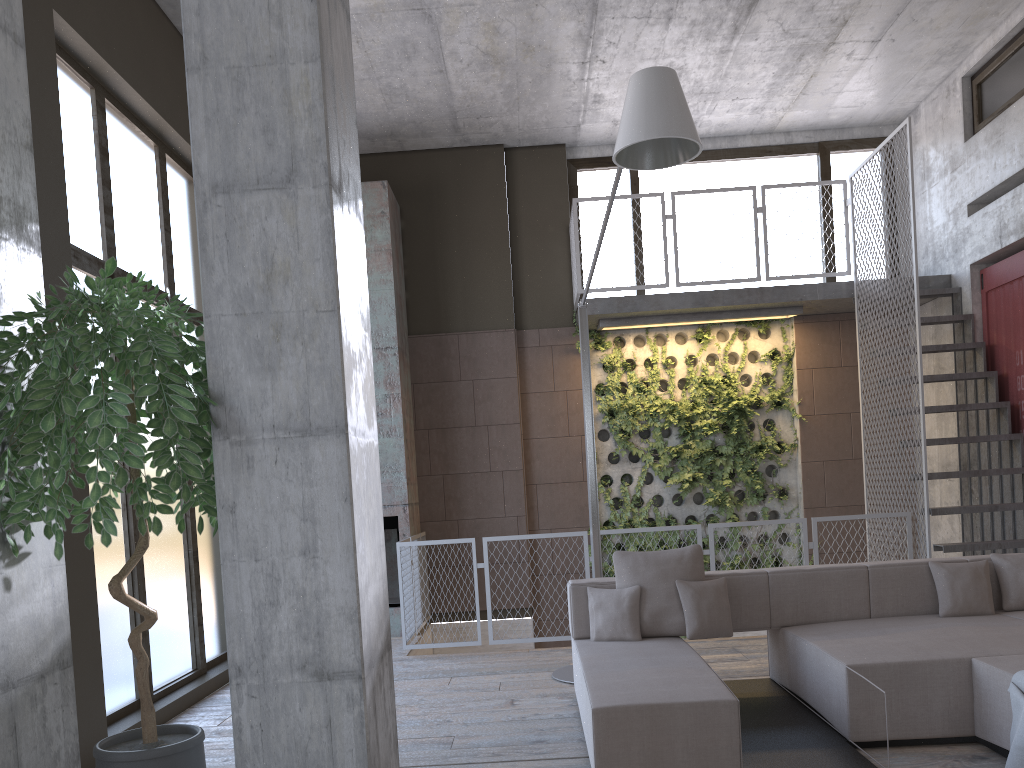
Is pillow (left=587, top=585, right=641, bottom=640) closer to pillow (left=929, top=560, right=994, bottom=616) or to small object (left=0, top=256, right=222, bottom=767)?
pillow (left=929, top=560, right=994, bottom=616)

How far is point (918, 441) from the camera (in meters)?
7.37

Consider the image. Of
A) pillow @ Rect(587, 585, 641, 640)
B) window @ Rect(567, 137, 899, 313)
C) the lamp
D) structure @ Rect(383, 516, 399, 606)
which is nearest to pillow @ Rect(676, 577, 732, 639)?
pillow @ Rect(587, 585, 641, 640)

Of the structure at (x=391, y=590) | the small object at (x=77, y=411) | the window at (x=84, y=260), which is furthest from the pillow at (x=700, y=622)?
the structure at (x=391, y=590)

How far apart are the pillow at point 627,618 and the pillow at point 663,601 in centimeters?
4cm

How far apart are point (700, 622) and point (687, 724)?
1.35m

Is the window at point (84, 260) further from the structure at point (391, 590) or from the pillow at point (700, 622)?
the pillow at point (700, 622)

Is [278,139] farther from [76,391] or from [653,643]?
[653,643]

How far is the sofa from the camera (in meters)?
3.73

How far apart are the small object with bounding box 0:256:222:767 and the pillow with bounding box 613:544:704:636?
2.8 meters
